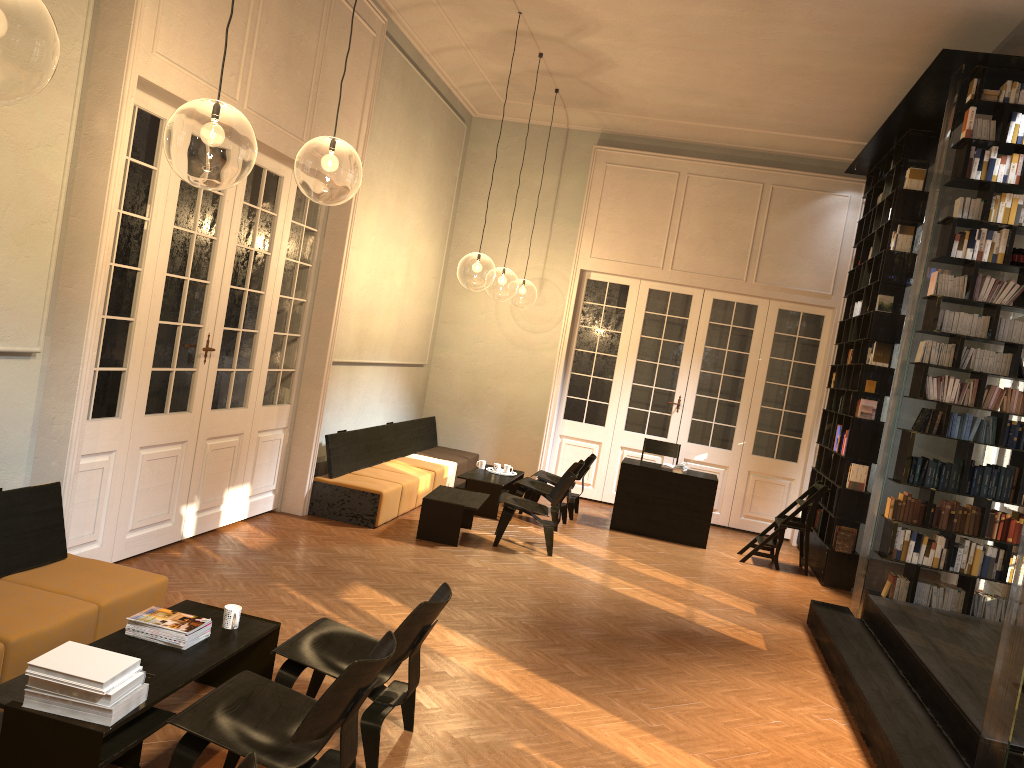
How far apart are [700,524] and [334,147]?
6.22m

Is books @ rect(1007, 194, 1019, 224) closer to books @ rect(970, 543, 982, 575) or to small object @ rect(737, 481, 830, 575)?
books @ rect(970, 543, 982, 575)

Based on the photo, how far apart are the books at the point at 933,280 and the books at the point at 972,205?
0.6m

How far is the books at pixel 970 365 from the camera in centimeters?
746cm

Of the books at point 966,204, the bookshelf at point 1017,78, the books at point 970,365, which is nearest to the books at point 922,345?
the bookshelf at point 1017,78

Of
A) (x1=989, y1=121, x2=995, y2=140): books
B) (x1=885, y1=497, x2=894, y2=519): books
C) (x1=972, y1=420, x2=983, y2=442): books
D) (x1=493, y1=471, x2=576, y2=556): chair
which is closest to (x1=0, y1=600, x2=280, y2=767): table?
(x1=493, y1=471, x2=576, y2=556): chair

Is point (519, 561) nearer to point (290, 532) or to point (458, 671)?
point (290, 532)

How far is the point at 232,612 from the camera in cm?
436

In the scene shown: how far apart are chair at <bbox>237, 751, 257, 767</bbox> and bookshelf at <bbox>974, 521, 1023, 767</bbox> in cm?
361

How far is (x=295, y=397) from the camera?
8.7m
